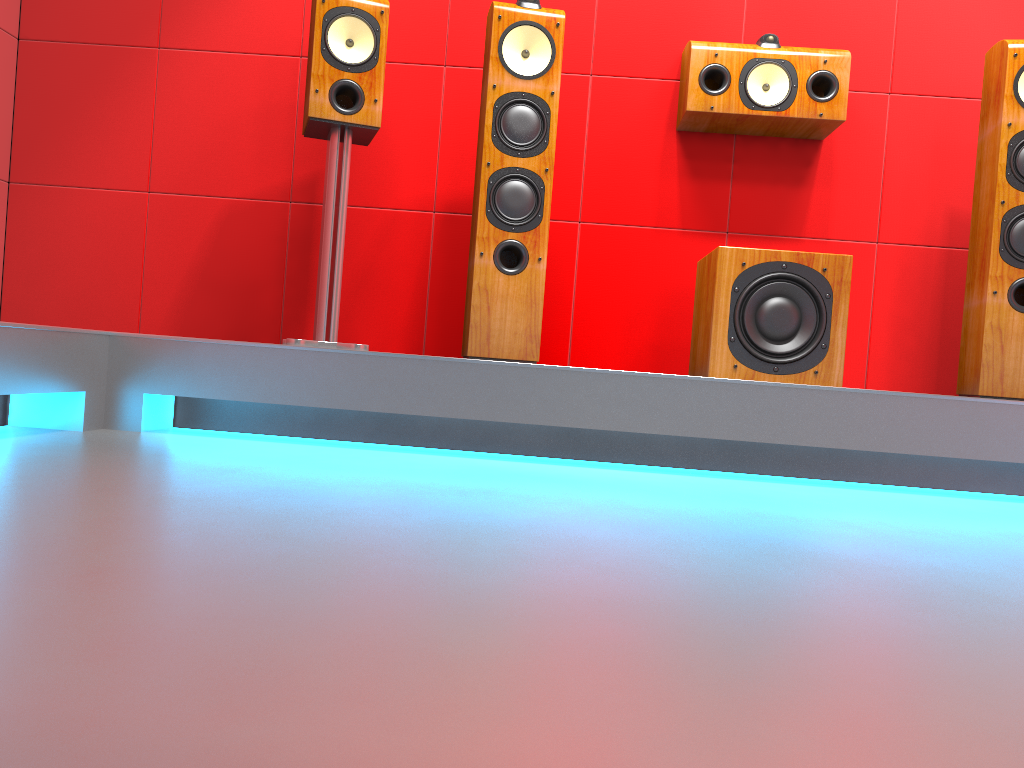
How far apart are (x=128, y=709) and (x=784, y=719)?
0.45m

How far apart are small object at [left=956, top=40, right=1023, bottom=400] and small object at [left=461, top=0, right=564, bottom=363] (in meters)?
1.24

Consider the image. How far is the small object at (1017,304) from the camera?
2.45m

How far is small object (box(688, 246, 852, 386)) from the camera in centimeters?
238cm

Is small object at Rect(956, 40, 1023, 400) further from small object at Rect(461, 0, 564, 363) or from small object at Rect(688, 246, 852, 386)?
small object at Rect(461, 0, 564, 363)

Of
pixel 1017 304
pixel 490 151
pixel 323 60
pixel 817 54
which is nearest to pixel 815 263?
pixel 1017 304

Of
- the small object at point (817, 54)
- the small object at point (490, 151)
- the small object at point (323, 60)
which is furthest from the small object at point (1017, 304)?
the small object at point (323, 60)

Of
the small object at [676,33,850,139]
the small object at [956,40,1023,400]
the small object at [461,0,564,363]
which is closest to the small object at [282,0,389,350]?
the small object at [461,0,564,363]

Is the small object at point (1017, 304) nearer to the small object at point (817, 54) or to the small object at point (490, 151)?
the small object at point (817, 54)

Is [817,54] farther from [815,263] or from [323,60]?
[323,60]
